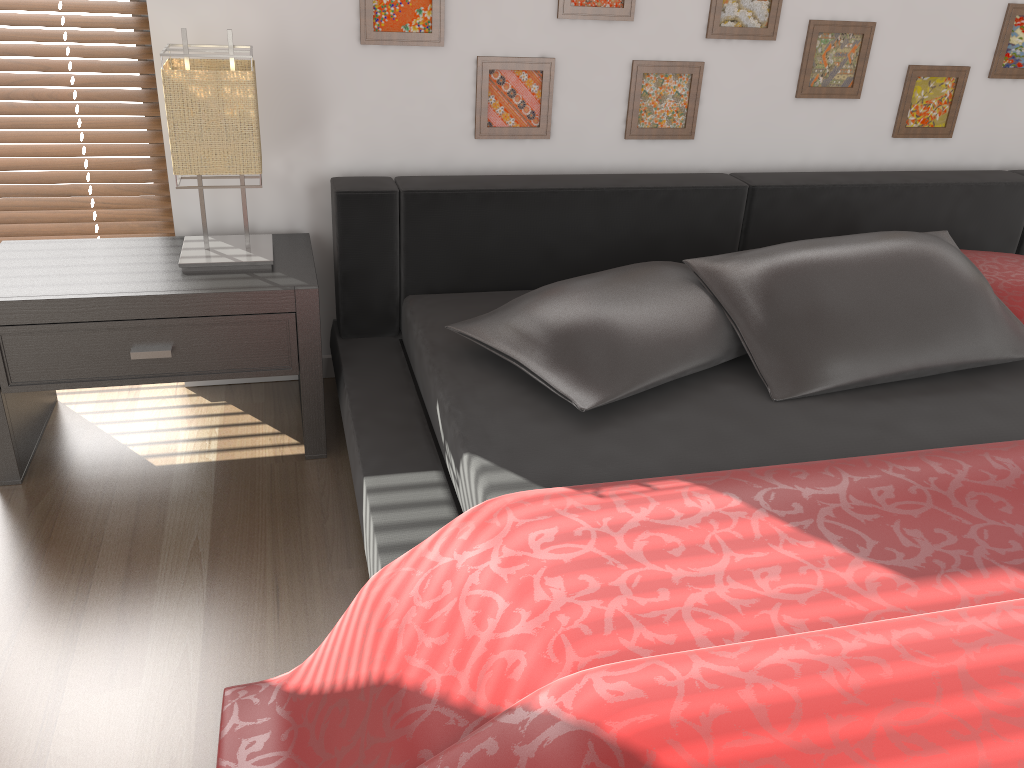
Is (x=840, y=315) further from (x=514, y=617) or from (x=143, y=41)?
(x=143, y=41)

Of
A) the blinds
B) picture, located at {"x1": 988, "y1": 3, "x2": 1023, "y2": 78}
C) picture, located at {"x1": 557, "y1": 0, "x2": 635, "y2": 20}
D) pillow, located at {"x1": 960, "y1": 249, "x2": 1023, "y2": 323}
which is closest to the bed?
pillow, located at {"x1": 960, "y1": 249, "x2": 1023, "y2": 323}

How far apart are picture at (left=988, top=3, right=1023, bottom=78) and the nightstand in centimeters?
200cm

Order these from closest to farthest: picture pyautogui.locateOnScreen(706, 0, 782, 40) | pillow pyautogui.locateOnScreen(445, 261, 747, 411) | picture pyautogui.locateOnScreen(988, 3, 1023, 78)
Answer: pillow pyautogui.locateOnScreen(445, 261, 747, 411)
picture pyautogui.locateOnScreen(706, 0, 782, 40)
picture pyautogui.locateOnScreen(988, 3, 1023, 78)

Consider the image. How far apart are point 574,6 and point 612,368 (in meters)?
1.02

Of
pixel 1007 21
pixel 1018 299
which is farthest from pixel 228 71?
pixel 1007 21

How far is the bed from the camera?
1.00m

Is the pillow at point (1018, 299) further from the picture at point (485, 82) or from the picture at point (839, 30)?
the picture at point (485, 82)

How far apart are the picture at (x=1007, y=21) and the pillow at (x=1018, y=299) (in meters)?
0.67

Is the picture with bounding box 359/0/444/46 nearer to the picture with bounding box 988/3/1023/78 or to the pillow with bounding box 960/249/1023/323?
the pillow with bounding box 960/249/1023/323
